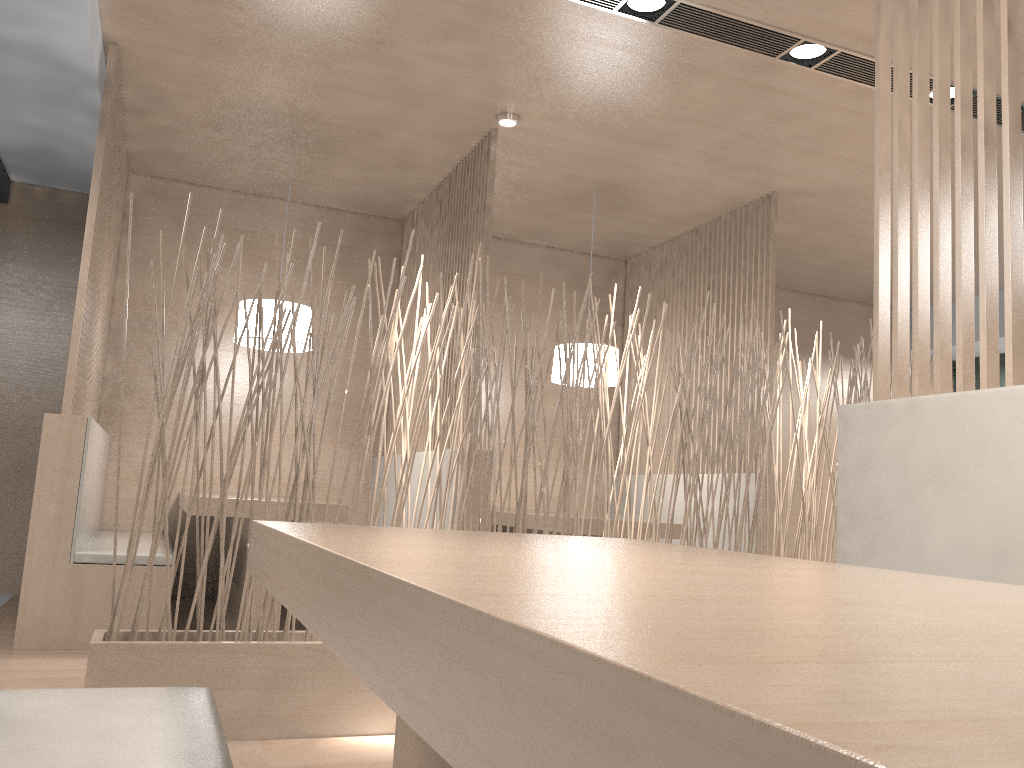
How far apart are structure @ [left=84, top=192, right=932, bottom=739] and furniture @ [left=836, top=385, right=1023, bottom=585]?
0.73m

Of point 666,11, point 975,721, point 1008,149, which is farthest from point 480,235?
point 975,721

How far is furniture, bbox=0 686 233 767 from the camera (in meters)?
0.60

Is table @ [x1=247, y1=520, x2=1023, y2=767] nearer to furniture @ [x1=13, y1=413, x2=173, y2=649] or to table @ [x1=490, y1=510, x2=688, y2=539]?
furniture @ [x1=13, y1=413, x2=173, y2=649]

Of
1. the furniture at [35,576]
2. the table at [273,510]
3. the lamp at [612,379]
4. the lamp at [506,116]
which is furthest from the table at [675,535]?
the lamp at [506,116]

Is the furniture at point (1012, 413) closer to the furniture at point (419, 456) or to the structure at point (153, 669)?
the structure at point (153, 669)

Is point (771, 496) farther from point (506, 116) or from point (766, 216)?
point (506, 116)

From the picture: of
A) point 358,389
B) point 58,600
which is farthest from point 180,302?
point 58,600

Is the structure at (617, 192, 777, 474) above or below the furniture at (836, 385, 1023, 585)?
above

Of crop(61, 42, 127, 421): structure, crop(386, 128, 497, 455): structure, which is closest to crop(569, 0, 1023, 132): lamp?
crop(386, 128, 497, 455): structure
